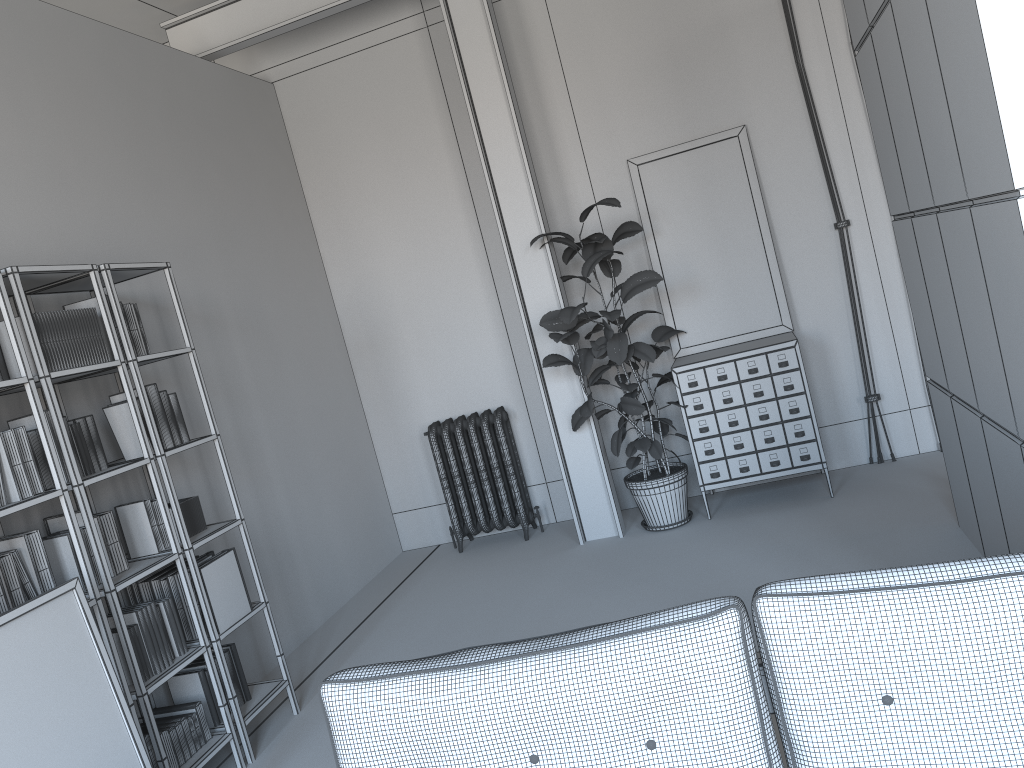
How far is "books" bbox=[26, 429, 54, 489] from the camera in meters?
3.4

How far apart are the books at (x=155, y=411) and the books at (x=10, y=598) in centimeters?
88cm

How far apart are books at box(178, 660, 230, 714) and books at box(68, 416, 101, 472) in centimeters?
103cm

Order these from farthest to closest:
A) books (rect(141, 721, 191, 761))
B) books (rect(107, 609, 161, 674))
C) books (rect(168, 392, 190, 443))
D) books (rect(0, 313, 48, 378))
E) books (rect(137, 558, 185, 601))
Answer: books (rect(168, 392, 190, 443)) < books (rect(137, 558, 185, 601)) < books (rect(141, 721, 191, 761)) < books (rect(107, 609, 161, 674)) < books (rect(0, 313, 48, 378))

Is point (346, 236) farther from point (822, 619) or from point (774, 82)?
point (822, 619)

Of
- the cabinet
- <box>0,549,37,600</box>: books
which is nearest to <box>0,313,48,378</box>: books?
<box>0,549,37,600</box>: books

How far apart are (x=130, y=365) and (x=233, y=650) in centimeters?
142cm

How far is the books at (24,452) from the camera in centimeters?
326cm

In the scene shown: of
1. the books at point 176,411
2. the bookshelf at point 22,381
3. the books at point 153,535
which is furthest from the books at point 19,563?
the books at point 176,411

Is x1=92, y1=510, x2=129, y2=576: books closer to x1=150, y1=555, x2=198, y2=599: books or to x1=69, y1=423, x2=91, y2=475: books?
x1=69, y1=423, x2=91, y2=475: books
